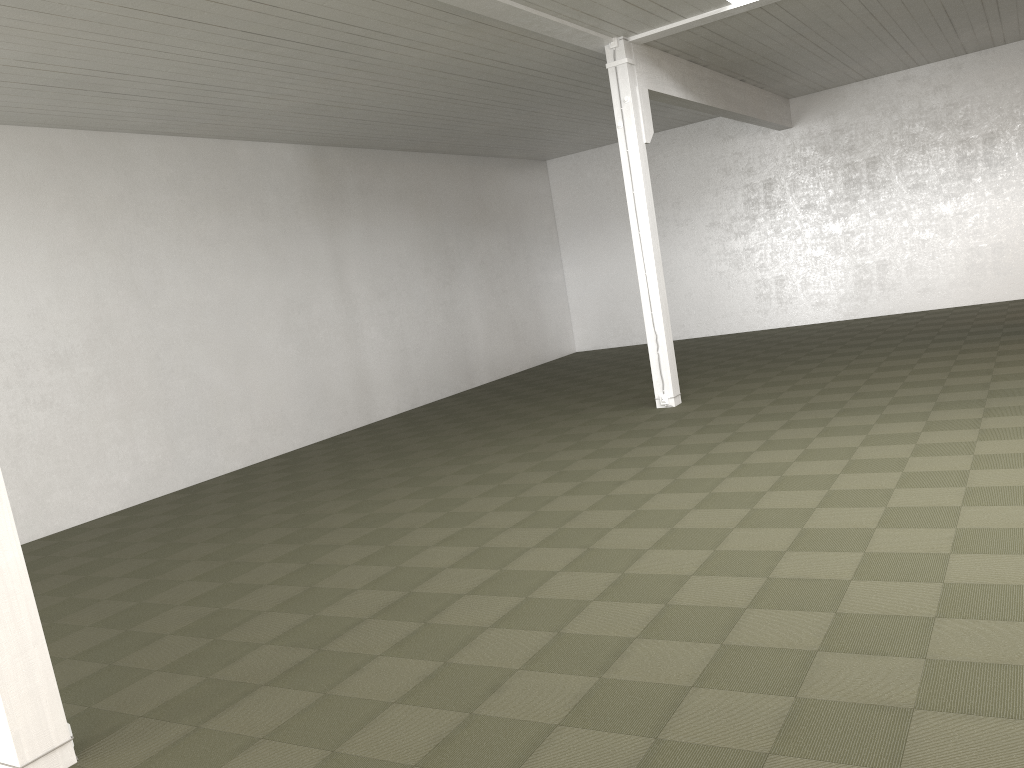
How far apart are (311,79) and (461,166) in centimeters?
776cm

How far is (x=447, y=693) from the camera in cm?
424
